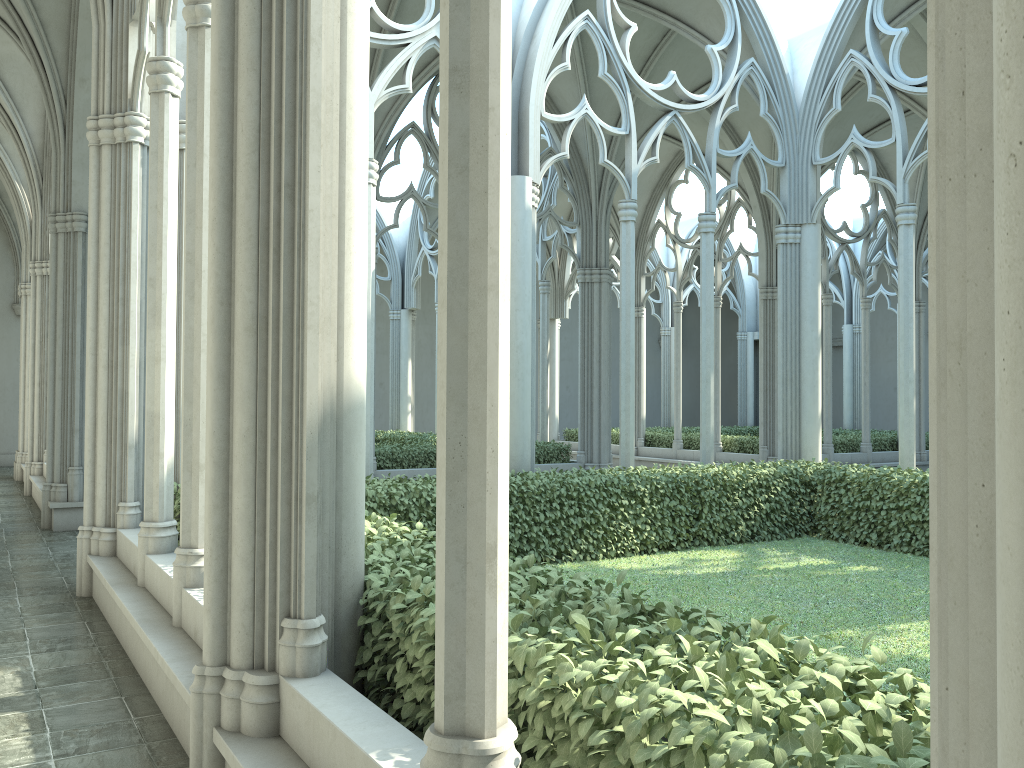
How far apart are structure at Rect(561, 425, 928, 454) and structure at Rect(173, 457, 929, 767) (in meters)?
8.13

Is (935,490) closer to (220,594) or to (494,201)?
(494,201)

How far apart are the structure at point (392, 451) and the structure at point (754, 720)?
5.3m

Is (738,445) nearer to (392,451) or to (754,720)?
(392,451)

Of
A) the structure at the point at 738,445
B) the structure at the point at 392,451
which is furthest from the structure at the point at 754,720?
the structure at the point at 738,445

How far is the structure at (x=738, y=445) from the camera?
19.71m

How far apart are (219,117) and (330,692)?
2.29m

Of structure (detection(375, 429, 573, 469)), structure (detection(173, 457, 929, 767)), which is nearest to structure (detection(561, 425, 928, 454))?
structure (detection(375, 429, 573, 469))

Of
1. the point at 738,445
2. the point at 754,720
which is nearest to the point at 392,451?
the point at 738,445

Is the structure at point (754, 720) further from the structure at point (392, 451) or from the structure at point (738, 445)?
the structure at point (738, 445)
